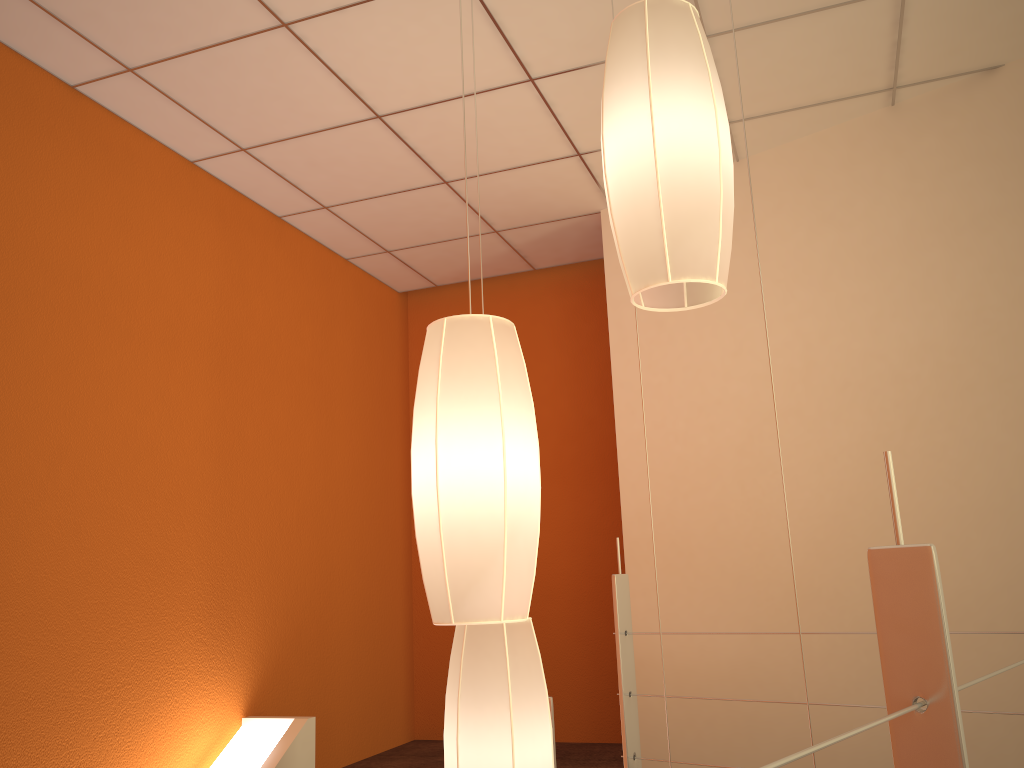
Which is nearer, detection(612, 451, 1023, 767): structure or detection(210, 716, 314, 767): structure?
detection(612, 451, 1023, 767): structure

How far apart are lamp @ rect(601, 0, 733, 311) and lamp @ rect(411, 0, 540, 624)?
0.2 meters

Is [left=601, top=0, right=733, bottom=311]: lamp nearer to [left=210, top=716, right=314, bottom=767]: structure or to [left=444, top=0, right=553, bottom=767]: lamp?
[left=444, top=0, right=553, bottom=767]: lamp

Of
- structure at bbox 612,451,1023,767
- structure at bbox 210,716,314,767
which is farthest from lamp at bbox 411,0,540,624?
structure at bbox 210,716,314,767

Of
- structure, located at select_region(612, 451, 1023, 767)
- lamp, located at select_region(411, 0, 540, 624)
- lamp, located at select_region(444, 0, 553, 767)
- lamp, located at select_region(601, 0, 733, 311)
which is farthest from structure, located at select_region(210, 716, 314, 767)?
lamp, located at select_region(601, 0, 733, 311)

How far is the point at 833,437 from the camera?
3.33m

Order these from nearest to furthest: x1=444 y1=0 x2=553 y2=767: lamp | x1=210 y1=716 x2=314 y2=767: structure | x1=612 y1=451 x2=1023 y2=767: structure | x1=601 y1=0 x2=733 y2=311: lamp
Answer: x1=612 y1=451 x2=1023 y2=767: structure
x1=601 y1=0 x2=733 y2=311: lamp
x1=444 y1=0 x2=553 y2=767: lamp
x1=210 y1=716 x2=314 y2=767: structure

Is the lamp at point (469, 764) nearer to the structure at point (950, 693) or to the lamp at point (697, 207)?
the lamp at point (697, 207)

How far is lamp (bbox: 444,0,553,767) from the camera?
1.5m

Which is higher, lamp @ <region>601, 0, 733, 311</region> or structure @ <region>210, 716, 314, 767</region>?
lamp @ <region>601, 0, 733, 311</region>
